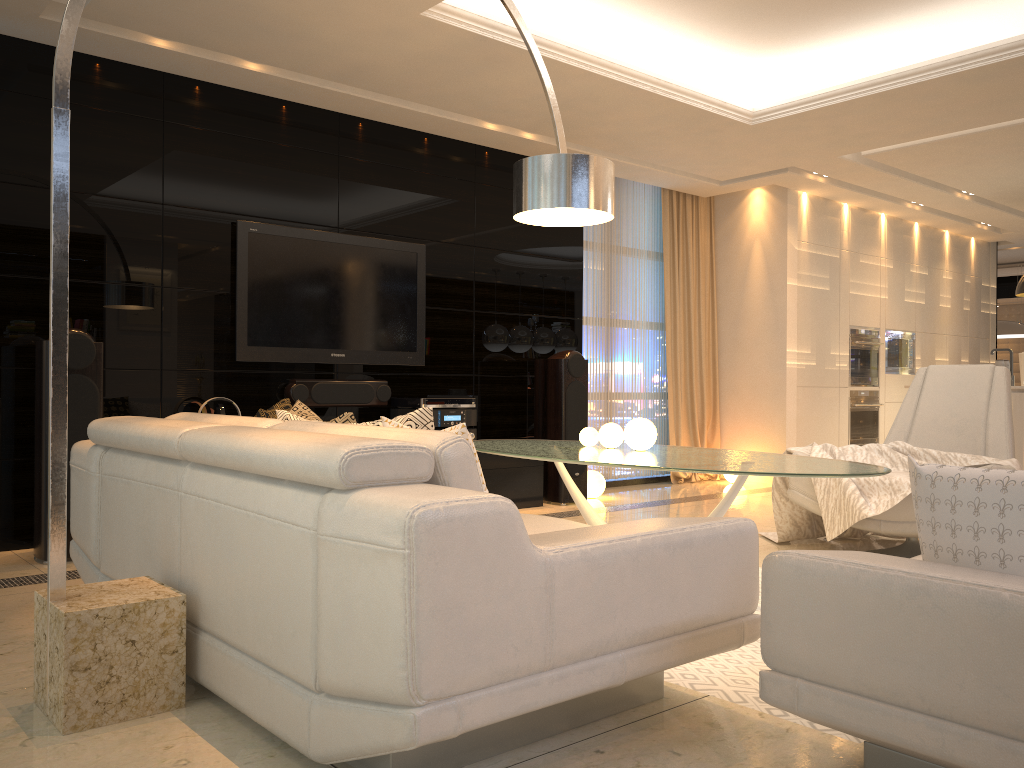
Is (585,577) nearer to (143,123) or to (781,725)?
(781,725)

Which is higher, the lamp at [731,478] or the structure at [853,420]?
the structure at [853,420]

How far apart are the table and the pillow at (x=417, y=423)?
0.88m

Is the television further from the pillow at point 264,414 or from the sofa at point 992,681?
the sofa at point 992,681

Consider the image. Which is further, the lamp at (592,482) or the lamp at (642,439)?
the lamp at (592,482)

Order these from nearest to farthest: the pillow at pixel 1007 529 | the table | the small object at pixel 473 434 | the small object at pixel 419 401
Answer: the pillow at pixel 1007 529, the table, the small object at pixel 419 401, the small object at pixel 473 434

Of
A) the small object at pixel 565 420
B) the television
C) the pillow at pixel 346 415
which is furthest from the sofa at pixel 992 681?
the small object at pixel 565 420

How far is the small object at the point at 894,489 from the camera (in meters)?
4.04

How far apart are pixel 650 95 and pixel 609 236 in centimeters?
231cm

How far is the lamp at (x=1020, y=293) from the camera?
8.02m
